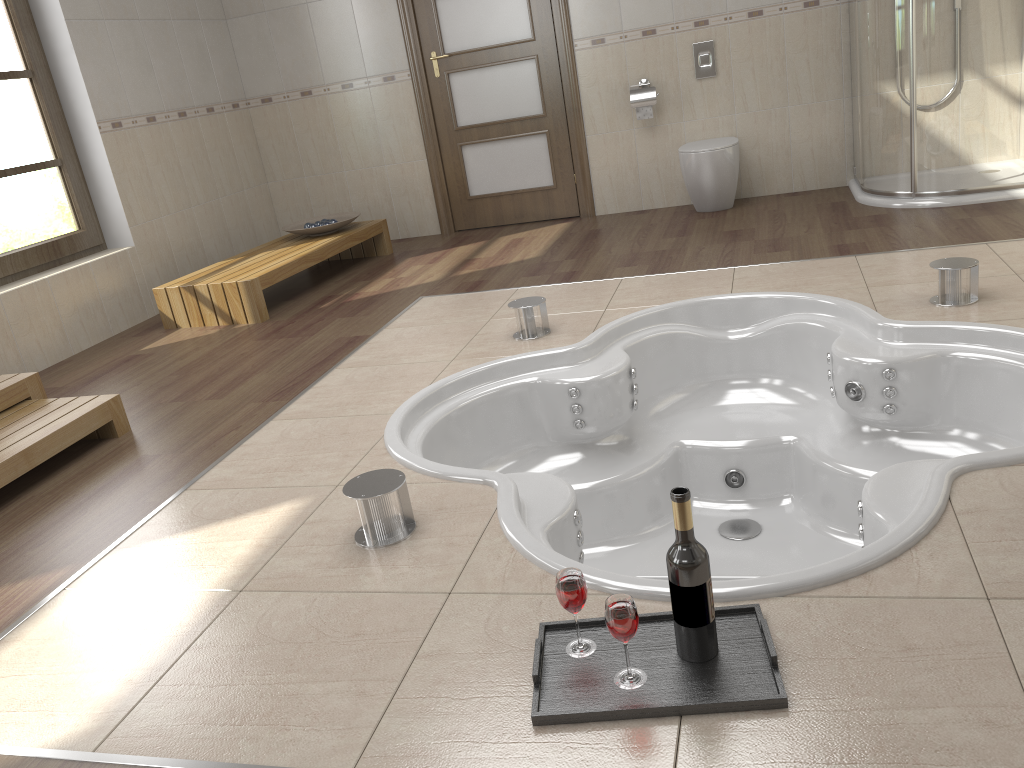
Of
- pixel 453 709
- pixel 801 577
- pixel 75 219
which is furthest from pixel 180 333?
pixel 801 577

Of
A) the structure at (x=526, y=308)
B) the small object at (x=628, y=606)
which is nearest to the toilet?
the structure at (x=526, y=308)

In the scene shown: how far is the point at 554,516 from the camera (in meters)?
2.16

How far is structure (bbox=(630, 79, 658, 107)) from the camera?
5.22m

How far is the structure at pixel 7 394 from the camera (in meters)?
3.15

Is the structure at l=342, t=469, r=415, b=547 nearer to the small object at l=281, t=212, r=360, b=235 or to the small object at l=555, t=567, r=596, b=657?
the small object at l=555, t=567, r=596, b=657

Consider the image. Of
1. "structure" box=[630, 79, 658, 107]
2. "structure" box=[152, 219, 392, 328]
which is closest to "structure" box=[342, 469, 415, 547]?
"structure" box=[152, 219, 392, 328]

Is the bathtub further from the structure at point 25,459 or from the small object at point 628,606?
the structure at point 25,459

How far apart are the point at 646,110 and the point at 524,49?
0.9m

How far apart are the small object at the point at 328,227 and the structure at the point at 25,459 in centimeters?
229cm
